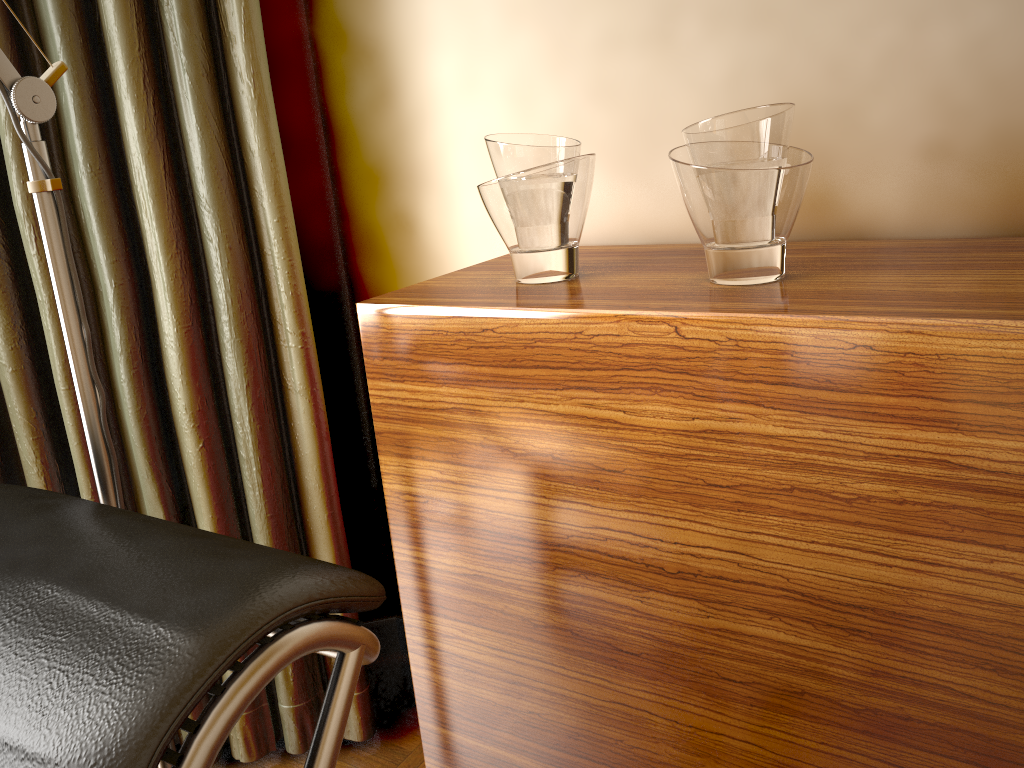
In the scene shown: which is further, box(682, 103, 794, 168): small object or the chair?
box(682, 103, 794, 168): small object

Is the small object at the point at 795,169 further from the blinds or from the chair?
the blinds

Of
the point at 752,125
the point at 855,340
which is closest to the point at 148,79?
the point at 752,125

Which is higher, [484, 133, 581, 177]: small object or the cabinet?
[484, 133, 581, 177]: small object

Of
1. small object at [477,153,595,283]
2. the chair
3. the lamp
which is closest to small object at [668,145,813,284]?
small object at [477,153,595,283]

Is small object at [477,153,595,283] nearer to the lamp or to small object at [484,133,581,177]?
small object at [484,133,581,177]

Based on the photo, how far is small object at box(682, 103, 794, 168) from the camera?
0.9 meters

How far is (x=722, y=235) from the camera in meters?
0.9

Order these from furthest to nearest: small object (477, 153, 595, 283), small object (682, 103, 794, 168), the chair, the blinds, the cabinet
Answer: the blinds < small object (477, 153, 595, 283) < small object (682, 103, 794, 168) < the cabinet < the chair

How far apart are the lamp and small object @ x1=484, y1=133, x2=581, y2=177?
0.48m
